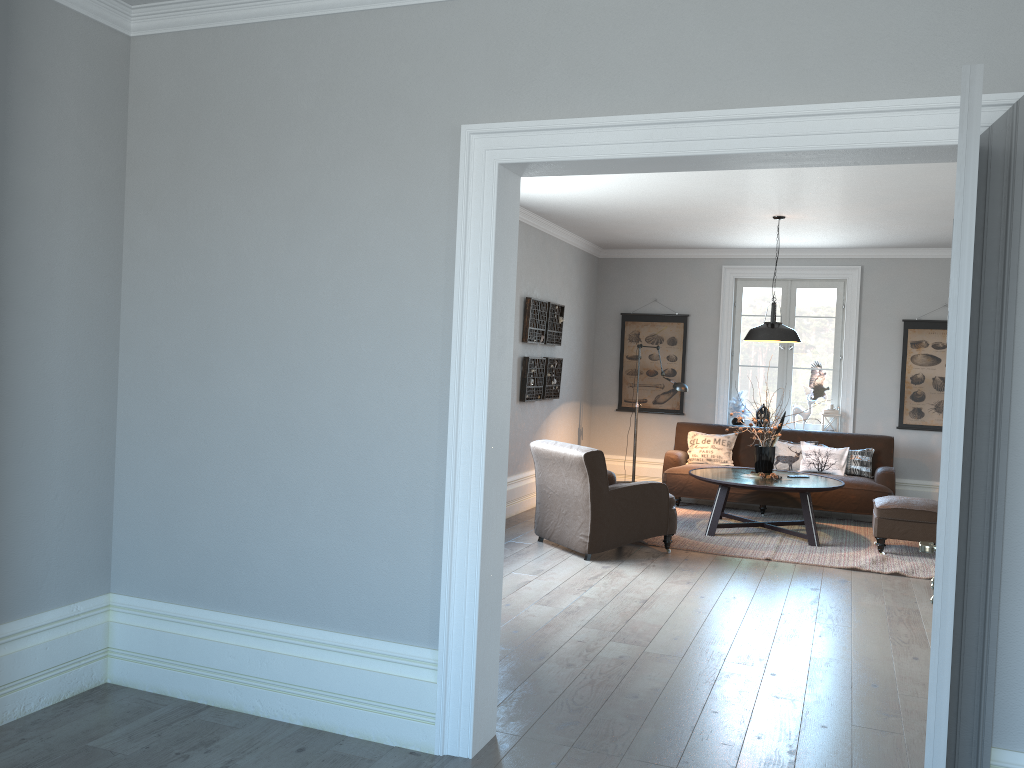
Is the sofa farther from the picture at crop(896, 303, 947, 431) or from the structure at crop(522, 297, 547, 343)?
the structure at crop(522, 297, 547, 343)

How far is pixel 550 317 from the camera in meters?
8.6 m

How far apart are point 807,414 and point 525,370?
3.30m

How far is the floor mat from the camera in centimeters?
658cm

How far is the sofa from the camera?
8.14m

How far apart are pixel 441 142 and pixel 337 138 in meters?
0.4 m

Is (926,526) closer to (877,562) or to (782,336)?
(877,562)

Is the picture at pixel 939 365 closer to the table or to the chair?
the table

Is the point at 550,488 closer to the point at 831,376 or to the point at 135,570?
the point at 135,570

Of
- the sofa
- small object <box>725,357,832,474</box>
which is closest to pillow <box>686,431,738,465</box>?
the sofa
